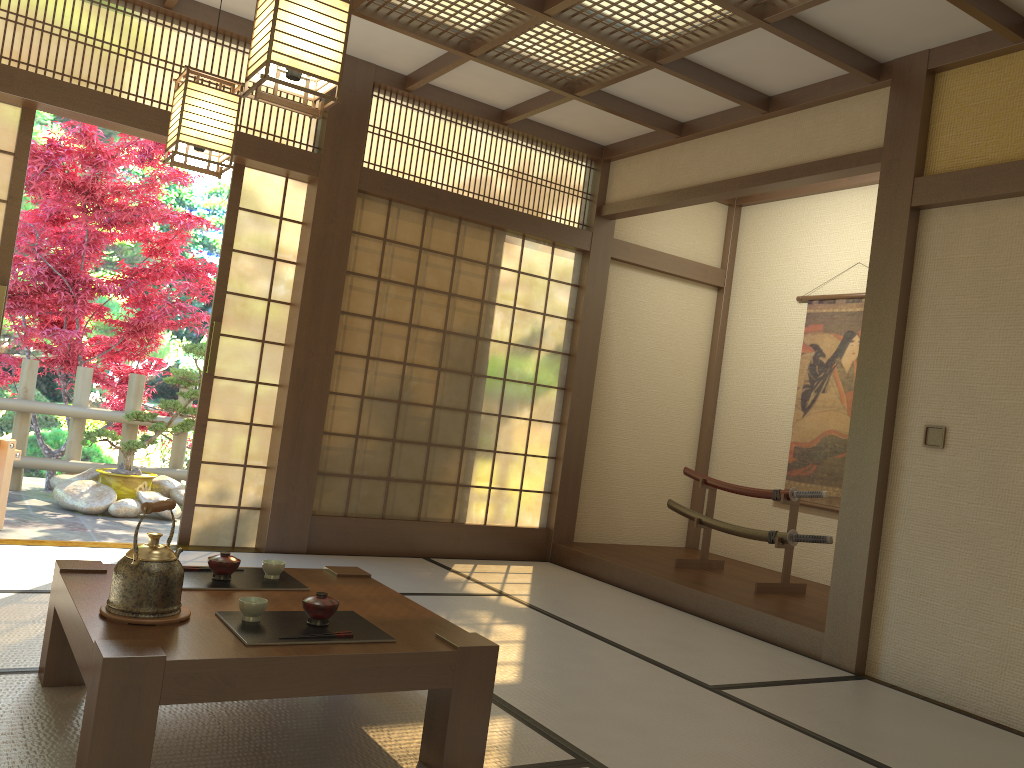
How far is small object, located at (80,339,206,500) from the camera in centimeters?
661cm

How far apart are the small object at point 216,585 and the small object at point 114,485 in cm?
410

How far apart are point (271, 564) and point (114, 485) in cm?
435

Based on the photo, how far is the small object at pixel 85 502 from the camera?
6.2 meters

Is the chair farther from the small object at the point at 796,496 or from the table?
the small object at the point at 796,496

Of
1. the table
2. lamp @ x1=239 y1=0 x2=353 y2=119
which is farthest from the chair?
lamp @ x1=239 y1=0 x2=353 y2=119

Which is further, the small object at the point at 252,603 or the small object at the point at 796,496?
the small object at the point at 796,496

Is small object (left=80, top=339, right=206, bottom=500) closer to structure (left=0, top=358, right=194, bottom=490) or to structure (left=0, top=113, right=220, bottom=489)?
structure (left=0, top=358, right=194, bottom=490)

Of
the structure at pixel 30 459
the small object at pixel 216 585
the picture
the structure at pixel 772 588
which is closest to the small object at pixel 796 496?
the structure at pixel 772 588

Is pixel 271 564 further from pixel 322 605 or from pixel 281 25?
pixel 281 25
